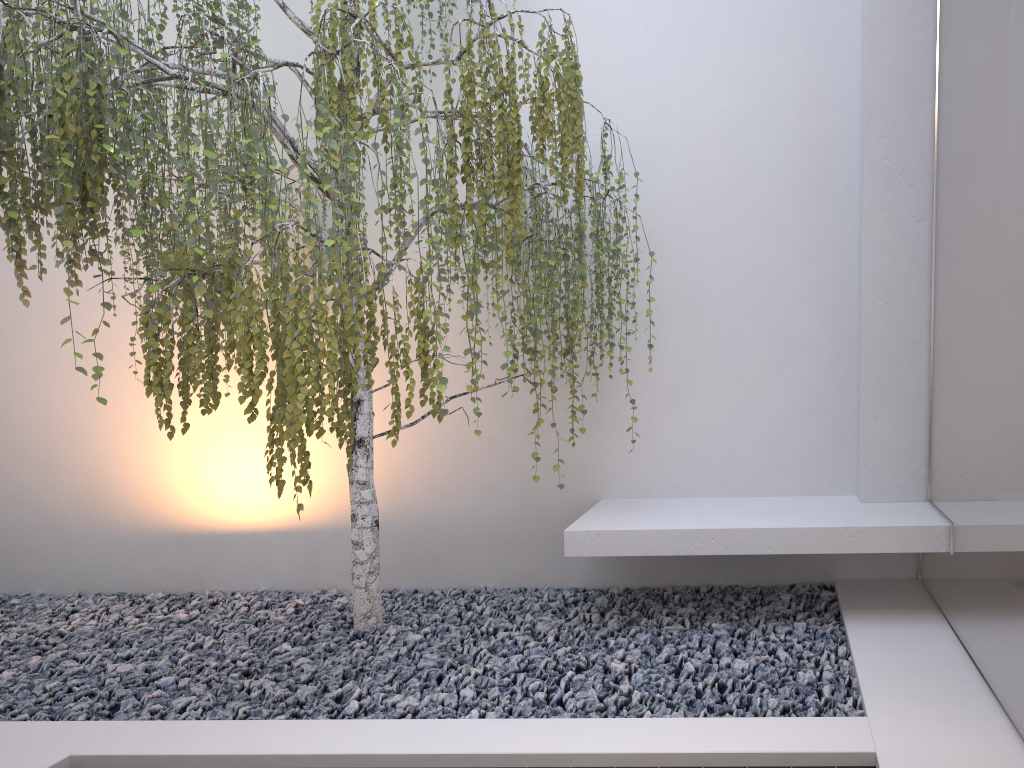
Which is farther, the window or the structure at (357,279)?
the structure at (357,279)

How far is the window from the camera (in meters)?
2.11

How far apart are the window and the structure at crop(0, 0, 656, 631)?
1.1 meters

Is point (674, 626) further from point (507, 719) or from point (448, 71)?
point (448, 71)

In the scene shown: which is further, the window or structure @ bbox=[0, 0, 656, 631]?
structure @ bbox=[0, 0, 656, 631]

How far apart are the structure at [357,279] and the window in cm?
111

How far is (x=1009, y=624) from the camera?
2.1 meters

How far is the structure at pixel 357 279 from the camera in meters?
2.5 m

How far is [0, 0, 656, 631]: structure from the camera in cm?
249
